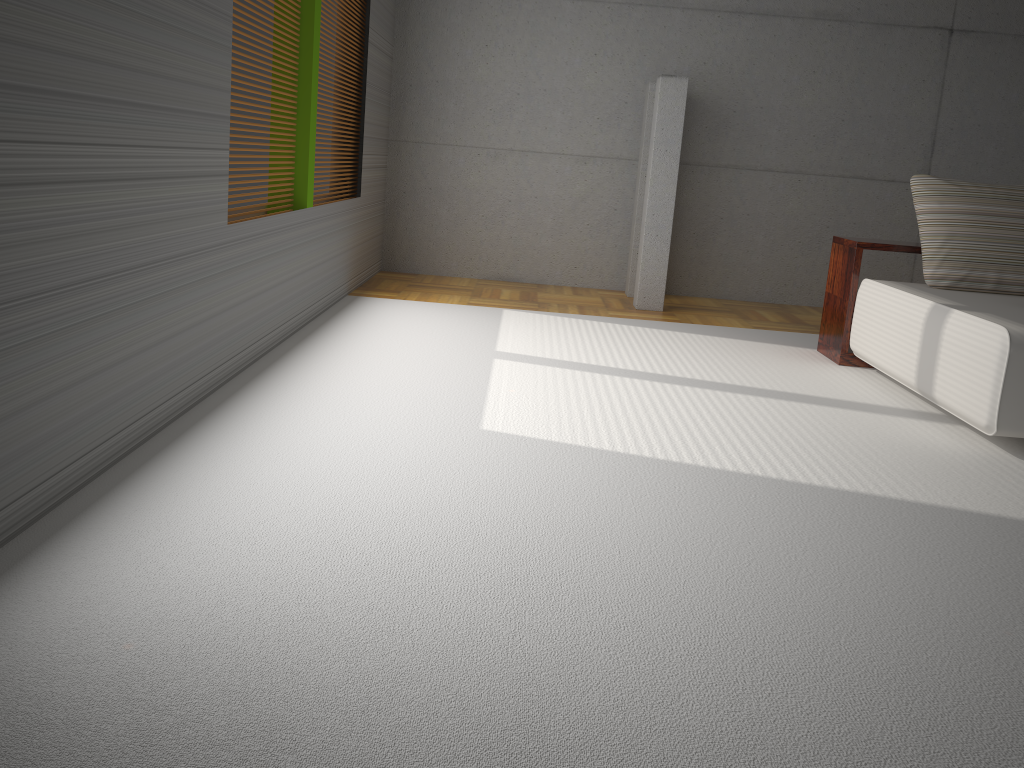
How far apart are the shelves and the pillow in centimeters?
14cm

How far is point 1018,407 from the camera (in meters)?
3.49

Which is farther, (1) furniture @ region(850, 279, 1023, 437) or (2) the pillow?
(2) the pillow

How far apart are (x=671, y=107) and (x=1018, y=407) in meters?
3.5 m

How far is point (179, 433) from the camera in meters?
3.1

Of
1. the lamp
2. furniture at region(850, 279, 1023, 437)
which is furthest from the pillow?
the lamp

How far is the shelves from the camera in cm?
495

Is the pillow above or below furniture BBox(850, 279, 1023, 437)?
above

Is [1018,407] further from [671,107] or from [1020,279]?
[671,107]

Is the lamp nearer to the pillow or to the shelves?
the shelves
